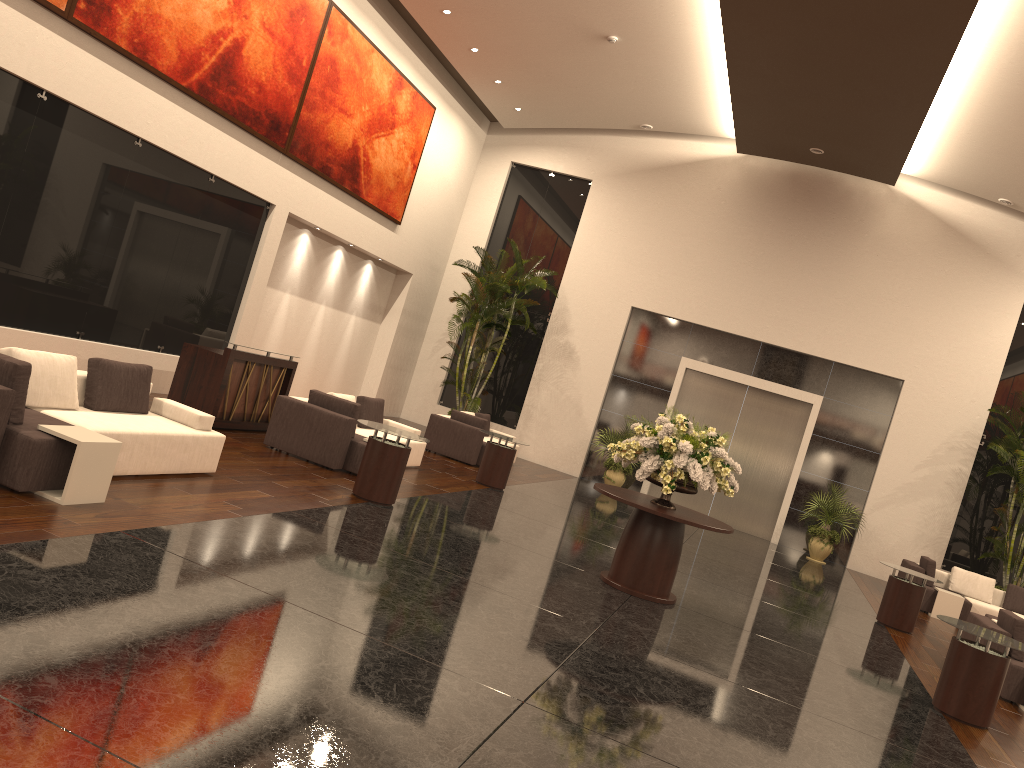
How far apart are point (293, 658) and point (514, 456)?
9.3 meters

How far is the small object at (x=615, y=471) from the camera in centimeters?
1881cm

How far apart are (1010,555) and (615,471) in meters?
7.5

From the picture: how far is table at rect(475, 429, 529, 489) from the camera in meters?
13.7

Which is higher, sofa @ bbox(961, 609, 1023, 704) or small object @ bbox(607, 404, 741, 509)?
small object @ bbox(607, 404, 741, 509)

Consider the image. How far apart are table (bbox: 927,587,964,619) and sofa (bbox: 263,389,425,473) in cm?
880

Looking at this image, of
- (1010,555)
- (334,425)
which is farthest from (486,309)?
(1010,555)

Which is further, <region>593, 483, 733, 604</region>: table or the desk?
the desk

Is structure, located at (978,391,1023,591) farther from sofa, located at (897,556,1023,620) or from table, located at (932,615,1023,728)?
table, located at (932,615,1023,728)

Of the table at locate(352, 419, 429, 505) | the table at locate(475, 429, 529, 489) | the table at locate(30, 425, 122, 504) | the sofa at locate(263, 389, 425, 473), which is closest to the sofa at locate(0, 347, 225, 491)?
the table at locate(30, 425, 122, 504)
